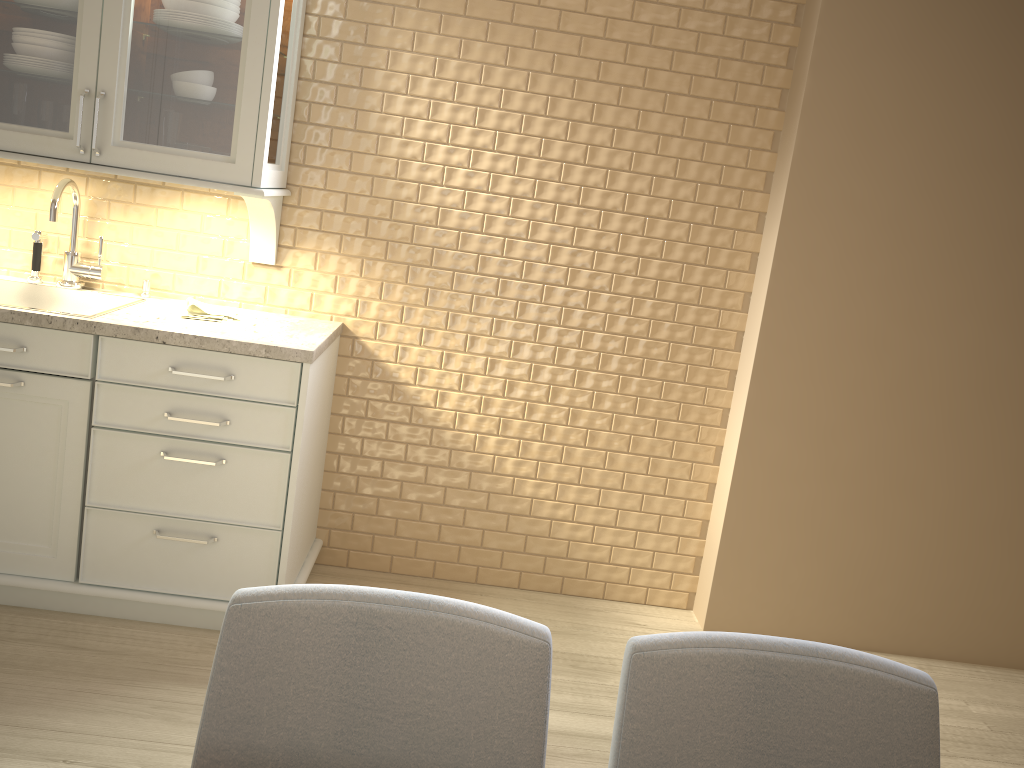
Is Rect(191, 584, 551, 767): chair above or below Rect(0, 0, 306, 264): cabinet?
below

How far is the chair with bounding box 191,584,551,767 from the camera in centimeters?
98cm

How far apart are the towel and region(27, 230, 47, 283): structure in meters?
0.5

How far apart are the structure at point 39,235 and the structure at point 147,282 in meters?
0.3

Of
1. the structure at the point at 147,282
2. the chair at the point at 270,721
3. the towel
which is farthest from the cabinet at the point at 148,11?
the chair at the point at 270,721

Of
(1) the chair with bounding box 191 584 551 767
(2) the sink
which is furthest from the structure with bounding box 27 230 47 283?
(1) the chair with bounding box 191 584 551 767

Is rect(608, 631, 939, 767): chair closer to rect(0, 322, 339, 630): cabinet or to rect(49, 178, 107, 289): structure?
rect(0, 322, 339, 630): cabinet

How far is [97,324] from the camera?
2.3 meters

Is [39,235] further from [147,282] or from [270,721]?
[270,721]

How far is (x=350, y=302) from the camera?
2.8 meters
